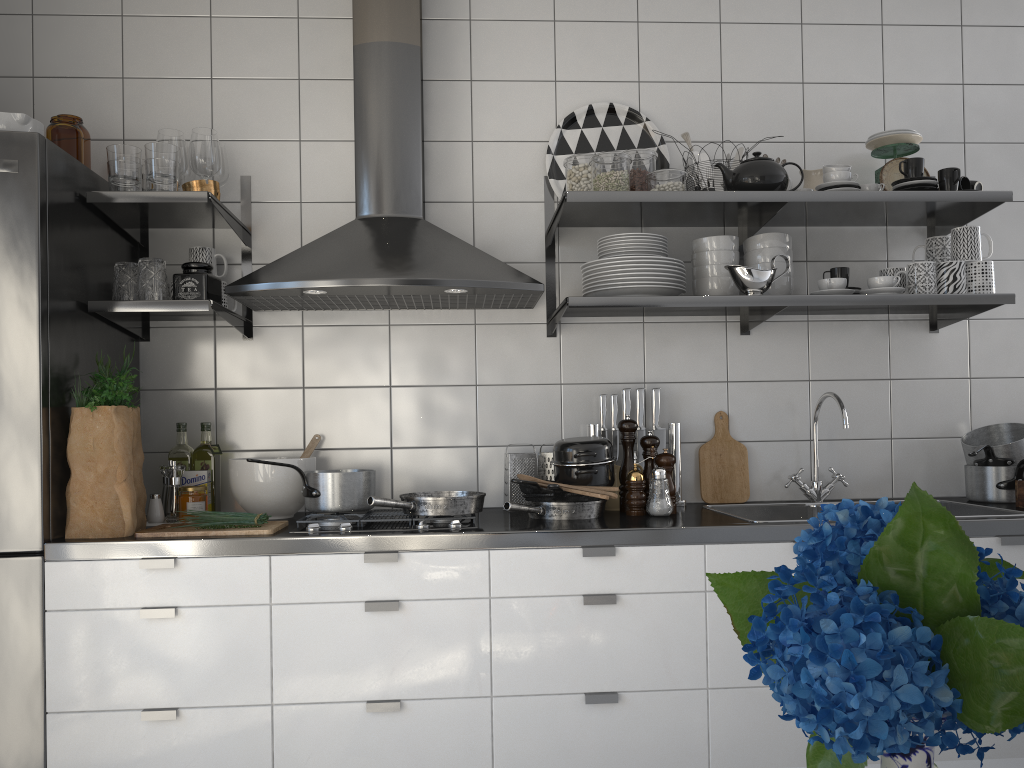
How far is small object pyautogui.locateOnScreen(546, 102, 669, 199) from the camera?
2.8m

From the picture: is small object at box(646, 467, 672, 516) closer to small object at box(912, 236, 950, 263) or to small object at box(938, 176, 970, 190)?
small object at box(912, 236, 950, 263)

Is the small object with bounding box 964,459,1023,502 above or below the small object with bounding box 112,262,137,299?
below

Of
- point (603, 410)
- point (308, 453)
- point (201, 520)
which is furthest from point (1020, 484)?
point (201, 520)

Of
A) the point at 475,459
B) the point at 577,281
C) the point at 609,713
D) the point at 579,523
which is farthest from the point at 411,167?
the point at 609,713

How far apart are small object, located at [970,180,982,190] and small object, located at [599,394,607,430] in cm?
124

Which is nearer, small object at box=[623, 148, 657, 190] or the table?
the table

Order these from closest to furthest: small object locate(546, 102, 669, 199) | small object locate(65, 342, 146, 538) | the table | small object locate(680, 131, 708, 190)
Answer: the table, small object locate(65, 342, 146, 538), small object locate(680, 131, 708, 190), small object locate(546, 102, 669, 199)

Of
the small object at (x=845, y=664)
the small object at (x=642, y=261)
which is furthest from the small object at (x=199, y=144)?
the small object at (x=845, y=664)

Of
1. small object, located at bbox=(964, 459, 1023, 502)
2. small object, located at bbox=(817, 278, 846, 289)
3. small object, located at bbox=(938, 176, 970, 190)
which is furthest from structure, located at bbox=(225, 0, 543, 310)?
small object, located at bbox=(964, 459, 1023, 502)
